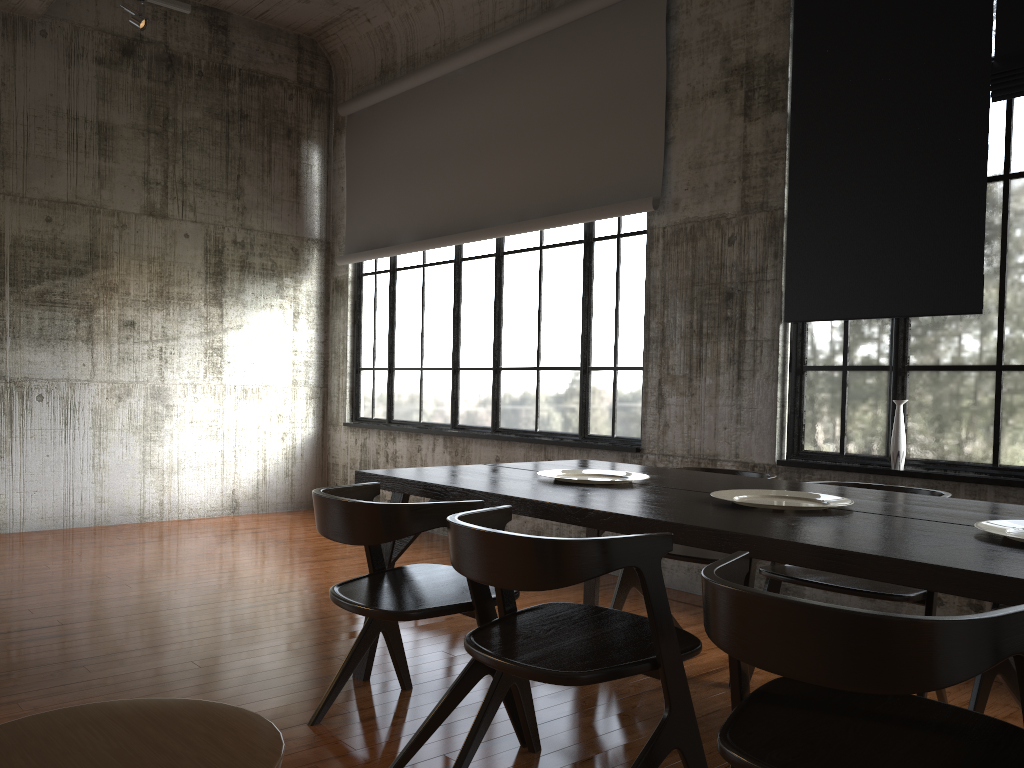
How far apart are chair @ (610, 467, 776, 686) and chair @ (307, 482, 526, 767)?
1.18m

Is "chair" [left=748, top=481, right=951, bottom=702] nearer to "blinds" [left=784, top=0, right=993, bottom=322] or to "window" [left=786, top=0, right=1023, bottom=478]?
"window" [left=786, top=0, right=1023, bottom=478]

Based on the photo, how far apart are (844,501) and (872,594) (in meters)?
0.59

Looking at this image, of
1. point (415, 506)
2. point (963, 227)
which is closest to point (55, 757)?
point (415, 506)

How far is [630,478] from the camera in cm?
414

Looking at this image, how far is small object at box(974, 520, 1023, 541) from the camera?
2.7 meters

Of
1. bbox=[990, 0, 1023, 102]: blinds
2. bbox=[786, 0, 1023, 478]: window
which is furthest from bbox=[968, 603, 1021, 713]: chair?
bbox=[990, 0, 1023, 102]: blinds

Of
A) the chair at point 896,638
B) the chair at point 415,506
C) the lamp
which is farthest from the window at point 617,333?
the chair at point 896,638

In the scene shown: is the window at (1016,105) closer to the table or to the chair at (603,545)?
the table

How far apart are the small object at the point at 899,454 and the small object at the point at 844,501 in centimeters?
189cm
